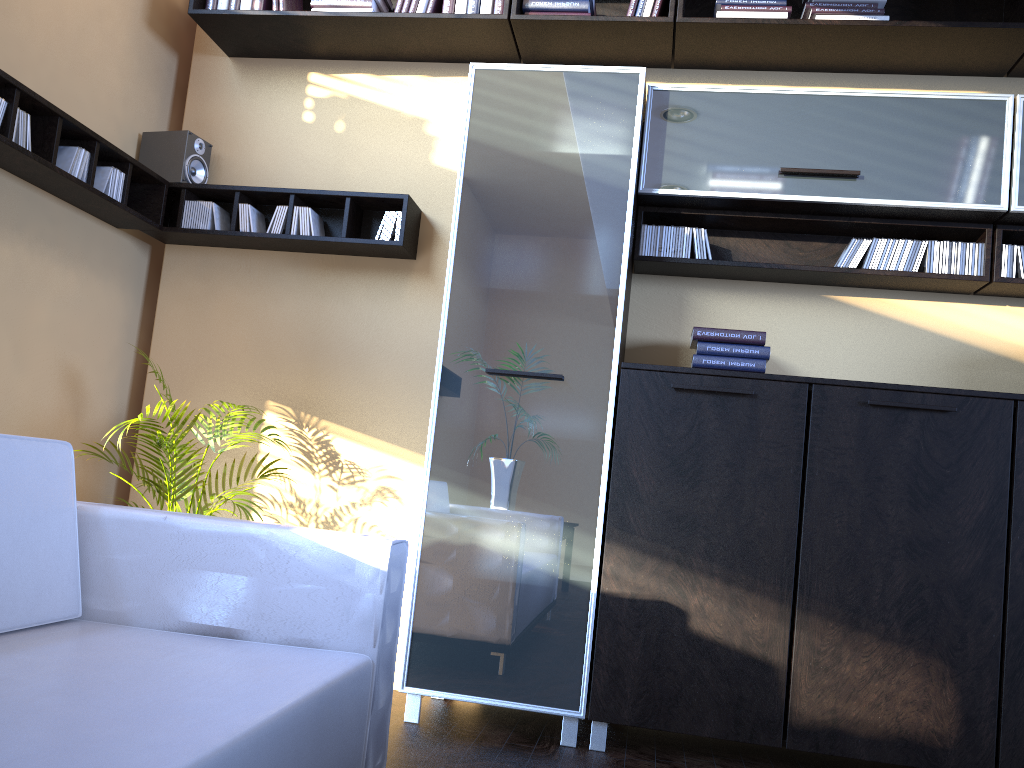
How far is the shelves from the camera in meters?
3.0

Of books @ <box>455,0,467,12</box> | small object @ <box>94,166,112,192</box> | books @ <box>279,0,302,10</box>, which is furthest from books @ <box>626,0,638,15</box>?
small object @ <box>94,166,112,192</box>

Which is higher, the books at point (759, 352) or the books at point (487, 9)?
the books at point (487, 9)

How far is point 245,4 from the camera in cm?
368

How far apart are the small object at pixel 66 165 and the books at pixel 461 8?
1.55m

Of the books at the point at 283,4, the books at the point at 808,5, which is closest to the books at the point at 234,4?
the books at the point at 283,4

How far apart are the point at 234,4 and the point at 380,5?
0.6m

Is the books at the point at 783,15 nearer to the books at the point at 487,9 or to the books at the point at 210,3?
the books at the point at 487,9

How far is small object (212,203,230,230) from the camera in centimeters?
372cm

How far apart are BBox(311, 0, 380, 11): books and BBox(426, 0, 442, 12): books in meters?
0.2
